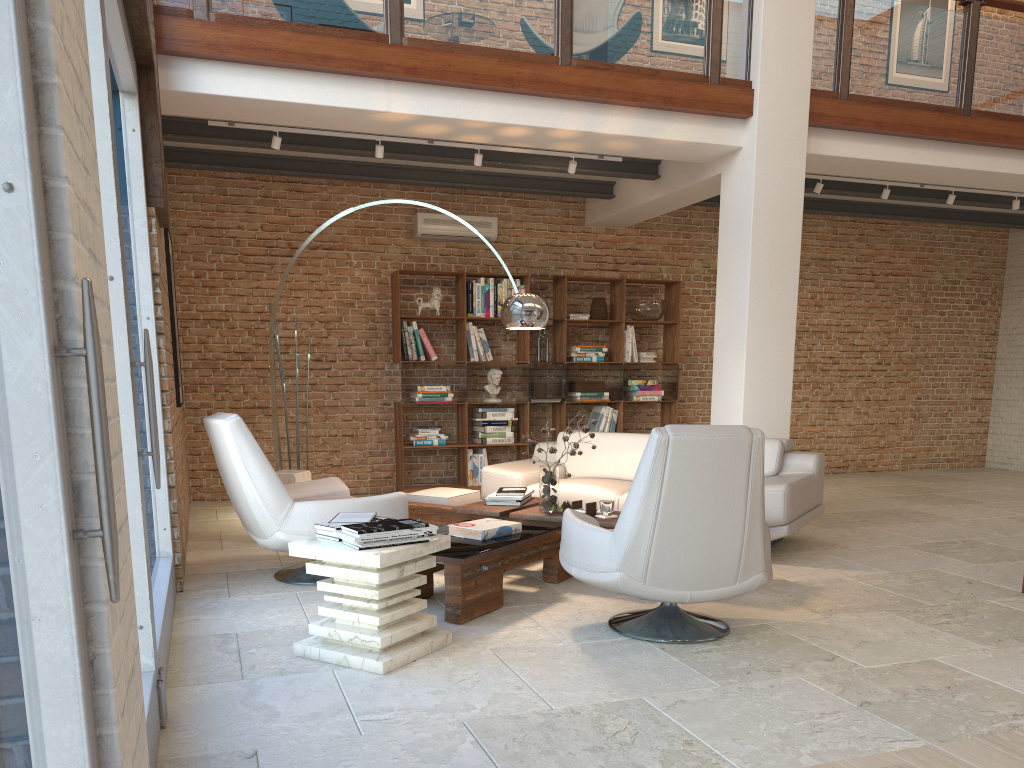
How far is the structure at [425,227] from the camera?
8.84m

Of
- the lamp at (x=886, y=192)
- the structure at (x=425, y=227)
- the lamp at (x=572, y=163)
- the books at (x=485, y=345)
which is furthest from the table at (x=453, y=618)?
the lamp at (x=886, y=192)

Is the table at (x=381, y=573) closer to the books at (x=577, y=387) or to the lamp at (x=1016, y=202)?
the books at (x=577, y=387)

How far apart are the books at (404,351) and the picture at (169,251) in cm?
300

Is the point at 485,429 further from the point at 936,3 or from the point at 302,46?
the point at 936,3

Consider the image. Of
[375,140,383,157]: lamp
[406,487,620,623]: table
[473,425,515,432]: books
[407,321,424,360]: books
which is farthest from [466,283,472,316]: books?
[406,487,620,623]: table

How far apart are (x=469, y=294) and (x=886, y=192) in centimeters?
408cm

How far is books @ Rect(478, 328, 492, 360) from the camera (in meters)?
8.91

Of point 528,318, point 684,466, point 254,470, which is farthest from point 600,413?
point 684,466

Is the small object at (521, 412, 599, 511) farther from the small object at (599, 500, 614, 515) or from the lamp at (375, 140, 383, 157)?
the lamp at (375, 140, 383, 157)
